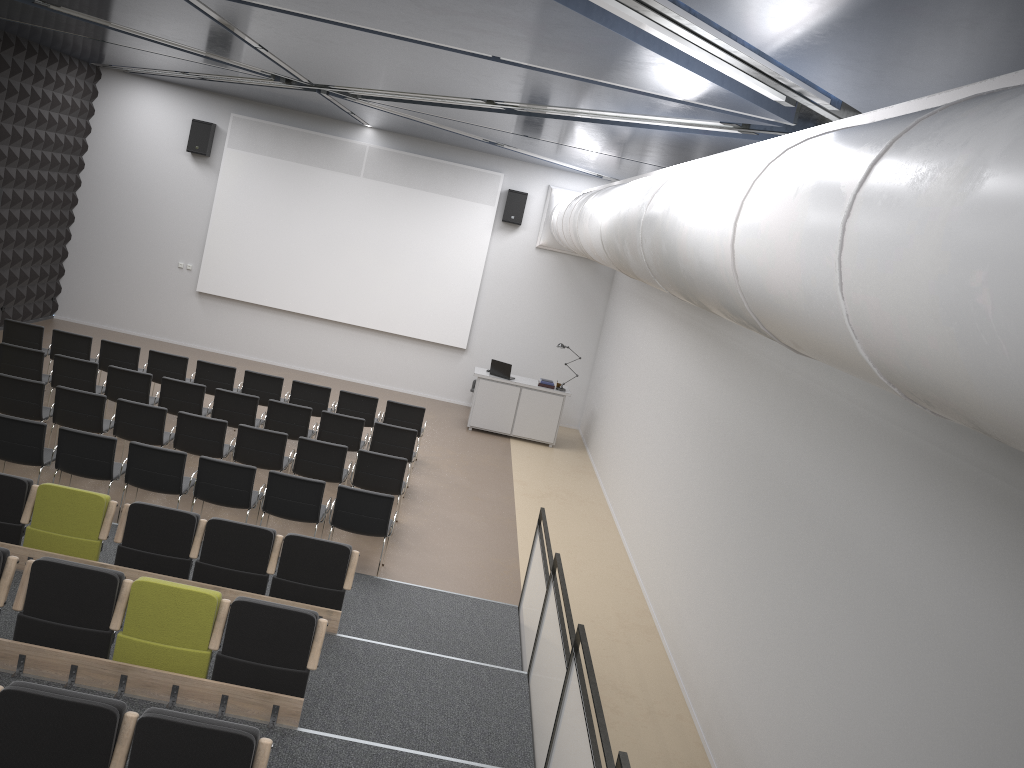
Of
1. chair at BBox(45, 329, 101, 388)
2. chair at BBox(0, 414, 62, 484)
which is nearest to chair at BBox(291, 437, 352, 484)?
chair at BBox(0, 414, 62, 484)

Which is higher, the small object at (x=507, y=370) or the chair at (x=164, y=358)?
the small object at (x=507, y=370)

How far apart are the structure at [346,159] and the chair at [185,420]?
6.8m

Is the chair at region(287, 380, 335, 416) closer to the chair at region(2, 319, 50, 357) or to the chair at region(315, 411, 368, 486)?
the chair at region(315, 411, 368, 486)

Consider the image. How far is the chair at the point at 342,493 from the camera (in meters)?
8.61

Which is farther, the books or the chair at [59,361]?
the books

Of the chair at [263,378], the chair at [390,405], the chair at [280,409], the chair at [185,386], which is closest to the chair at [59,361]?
the chair at [185,386]

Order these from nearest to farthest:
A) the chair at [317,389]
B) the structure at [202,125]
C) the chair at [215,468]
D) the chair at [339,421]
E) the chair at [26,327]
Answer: the chair at [215,468], the chair at [339,421], the chair at [26,327], the chair at [317,389], the structure at [202,125]

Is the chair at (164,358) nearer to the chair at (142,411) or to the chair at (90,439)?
the chair at (142,411)

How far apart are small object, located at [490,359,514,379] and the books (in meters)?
0.60
